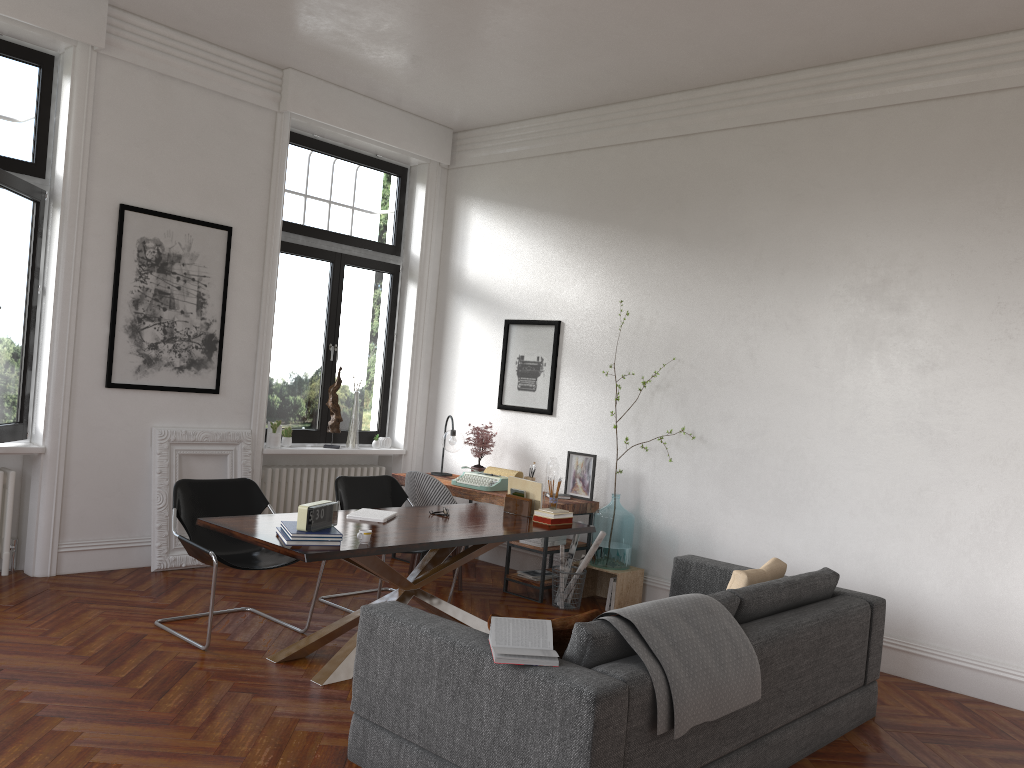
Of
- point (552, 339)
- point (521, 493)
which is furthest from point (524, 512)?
point (552, 339)

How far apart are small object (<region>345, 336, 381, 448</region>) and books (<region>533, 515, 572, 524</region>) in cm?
293

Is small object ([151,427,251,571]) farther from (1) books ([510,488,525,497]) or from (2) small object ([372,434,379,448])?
(1) books ([510,488,525,497])

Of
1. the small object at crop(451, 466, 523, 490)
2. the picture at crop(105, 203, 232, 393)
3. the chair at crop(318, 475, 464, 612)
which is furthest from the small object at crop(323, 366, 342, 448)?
the chair at crop(318, 475, 464, 612)

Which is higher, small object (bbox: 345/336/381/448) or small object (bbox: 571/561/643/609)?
small object (bbox: 345/336/381/448)

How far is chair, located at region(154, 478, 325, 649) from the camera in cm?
514

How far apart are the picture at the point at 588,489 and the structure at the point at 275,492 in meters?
2.1

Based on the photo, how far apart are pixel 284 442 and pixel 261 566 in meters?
2.6 m

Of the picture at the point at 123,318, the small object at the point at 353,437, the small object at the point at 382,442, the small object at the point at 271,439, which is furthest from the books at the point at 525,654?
the small object at the point at 382,442

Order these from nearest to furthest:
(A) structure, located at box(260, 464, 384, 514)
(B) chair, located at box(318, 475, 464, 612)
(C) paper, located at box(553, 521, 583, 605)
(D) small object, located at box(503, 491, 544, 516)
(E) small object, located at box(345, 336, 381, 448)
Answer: (D) small object, located at box(503, 491, 544, 516) < (B) chair, located at box(318, 475, 464, 612) < (C) paper, located at box(553, 521, 583, 605) < (A) structure, located at box(260, 464, 384, 514) < (E) small object, located at box(345, 336, 381, 448)
